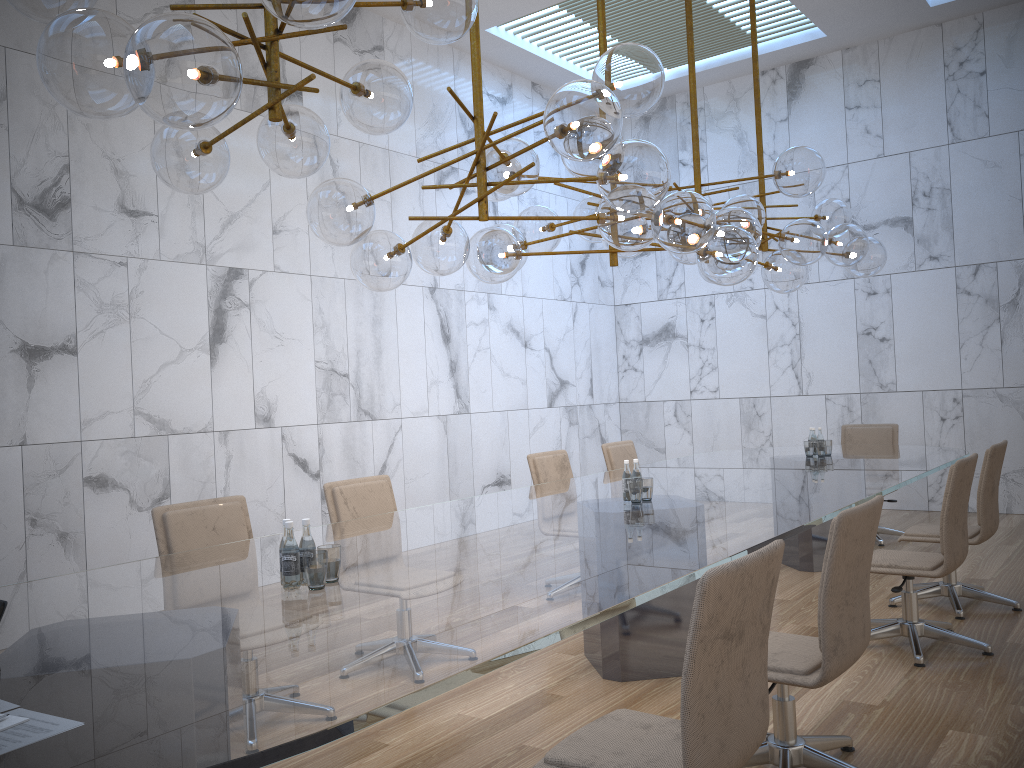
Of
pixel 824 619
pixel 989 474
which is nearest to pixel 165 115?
pixel 824 619

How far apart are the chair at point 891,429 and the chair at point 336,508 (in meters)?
4.51

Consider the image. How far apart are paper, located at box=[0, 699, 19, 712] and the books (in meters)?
0.09

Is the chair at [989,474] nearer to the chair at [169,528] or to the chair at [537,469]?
the chair at [537,469]

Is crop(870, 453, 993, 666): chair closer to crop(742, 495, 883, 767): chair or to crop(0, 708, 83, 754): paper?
crop(742, 495, 883, 767): chair

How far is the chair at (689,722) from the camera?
2.05m

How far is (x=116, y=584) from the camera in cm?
303

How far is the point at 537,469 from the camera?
6.2 meters

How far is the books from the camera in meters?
1.7 m

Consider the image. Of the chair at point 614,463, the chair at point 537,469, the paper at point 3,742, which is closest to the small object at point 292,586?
the paper at point 3,742
